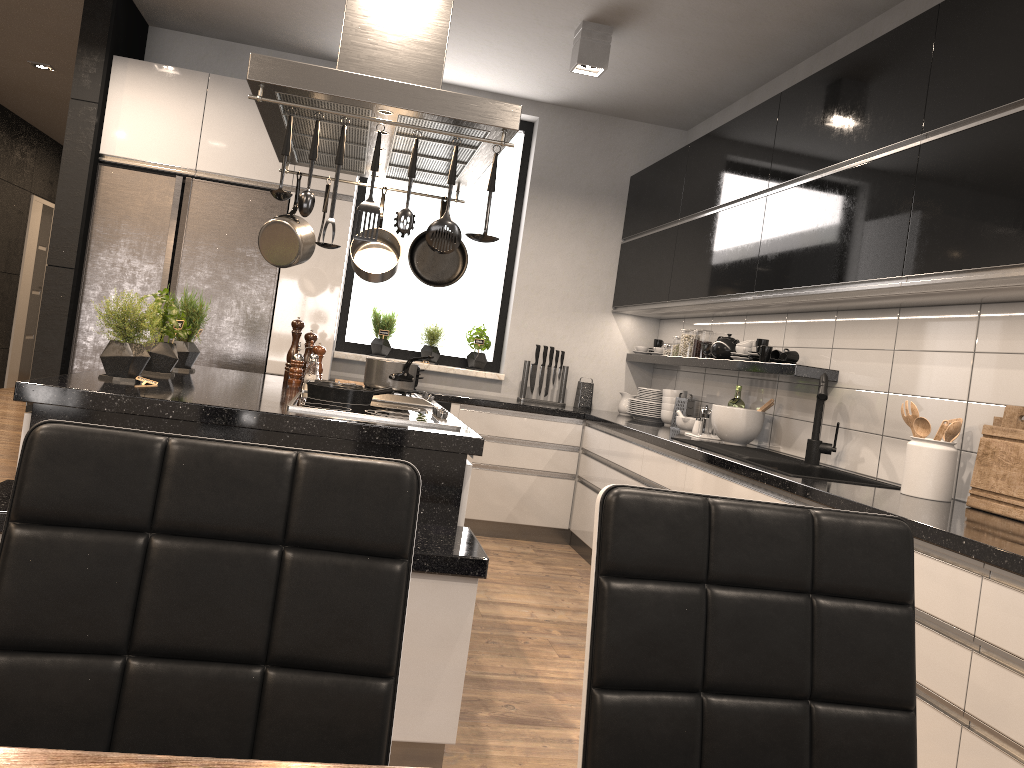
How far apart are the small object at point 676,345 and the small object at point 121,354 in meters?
3.3 m

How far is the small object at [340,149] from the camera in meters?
2.4

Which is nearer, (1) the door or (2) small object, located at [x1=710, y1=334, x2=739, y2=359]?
(2) small object, located at [x1=710, y1=334, x2=739, y2=359]

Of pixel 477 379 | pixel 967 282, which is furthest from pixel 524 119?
pixel 967 282

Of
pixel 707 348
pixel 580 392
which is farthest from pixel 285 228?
pixel 580 392

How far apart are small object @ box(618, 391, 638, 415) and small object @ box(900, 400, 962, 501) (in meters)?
2.85

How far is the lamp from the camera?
4.3 meters

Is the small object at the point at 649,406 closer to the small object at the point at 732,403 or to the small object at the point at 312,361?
the small object at the point at 732,403

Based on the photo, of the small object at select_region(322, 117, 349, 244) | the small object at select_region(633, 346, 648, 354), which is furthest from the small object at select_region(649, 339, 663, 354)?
the small object at select_region(322, 117, 349, 244)

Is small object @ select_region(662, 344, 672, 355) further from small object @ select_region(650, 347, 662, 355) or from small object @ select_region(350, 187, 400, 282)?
small object @ select_region(350, 187, 400, 282)
